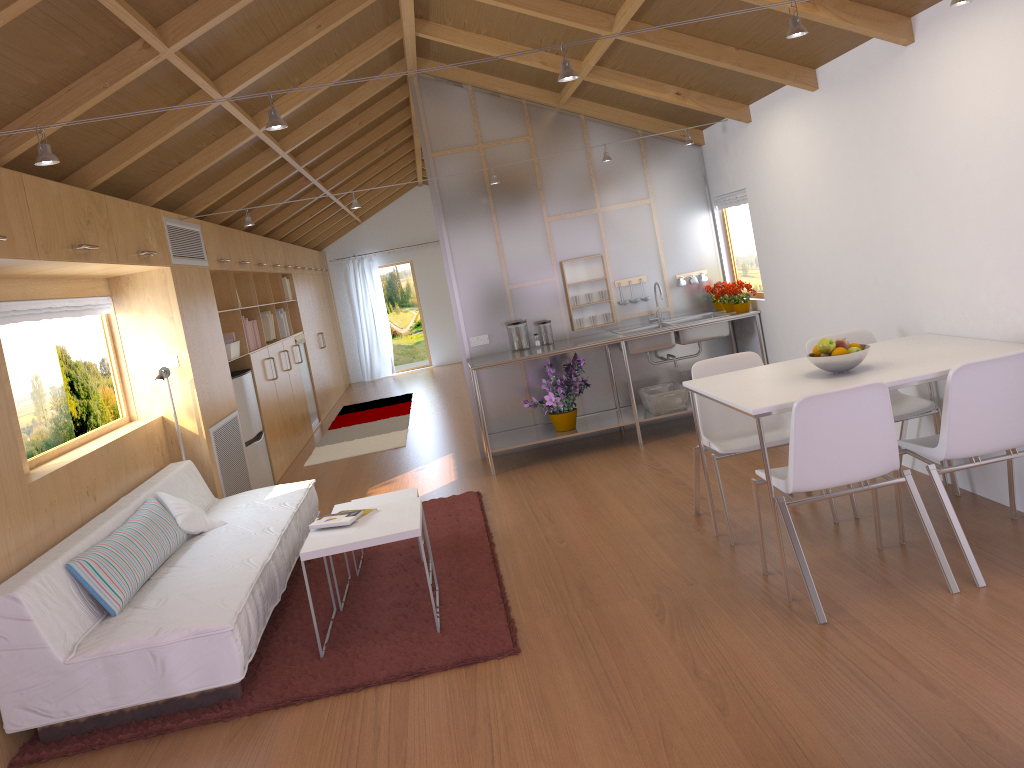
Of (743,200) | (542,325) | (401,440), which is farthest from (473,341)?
(743,200)

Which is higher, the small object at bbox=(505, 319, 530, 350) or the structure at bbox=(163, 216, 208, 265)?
the structure at bbox=(163, 216, 208, 265)

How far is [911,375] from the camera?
3.3m

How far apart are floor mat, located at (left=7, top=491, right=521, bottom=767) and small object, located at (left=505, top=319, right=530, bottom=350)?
1.3m

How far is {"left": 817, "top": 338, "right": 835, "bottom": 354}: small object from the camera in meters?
3.6 m

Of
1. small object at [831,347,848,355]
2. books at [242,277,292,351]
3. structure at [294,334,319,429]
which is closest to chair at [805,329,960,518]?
small object at [831,347,848,355]

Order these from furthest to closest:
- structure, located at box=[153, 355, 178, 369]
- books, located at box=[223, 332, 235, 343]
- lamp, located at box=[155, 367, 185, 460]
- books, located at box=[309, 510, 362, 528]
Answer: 1. books, located at box=[223, 332, 235, 343]
2. structure, located at box=[153, 355, 178, 369]
3. lamp, located at box=[155, 367, 185, 460]
4. books, located at box=[309, 510, 362, 528]

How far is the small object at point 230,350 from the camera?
6.7 meters

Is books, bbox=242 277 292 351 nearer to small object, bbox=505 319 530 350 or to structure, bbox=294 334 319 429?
structure, bbox=294 334 319 429

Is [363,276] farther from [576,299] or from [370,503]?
[370,503]
